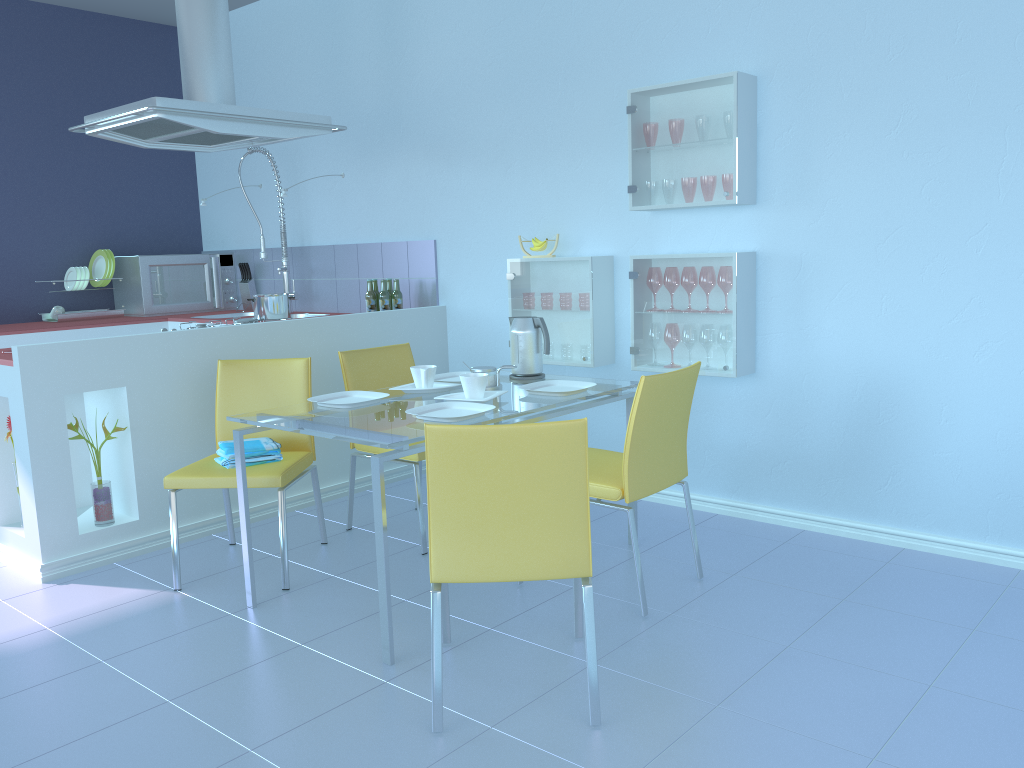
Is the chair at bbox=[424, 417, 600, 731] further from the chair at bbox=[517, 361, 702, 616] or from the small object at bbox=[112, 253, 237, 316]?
the small object at bbox=[112, 253, 237, 316]

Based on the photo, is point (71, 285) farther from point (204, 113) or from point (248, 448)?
point (248, 448)

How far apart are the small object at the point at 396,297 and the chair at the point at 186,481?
1.2m

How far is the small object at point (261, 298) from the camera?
3.8 meters

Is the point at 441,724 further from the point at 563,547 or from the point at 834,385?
the point at 834,385

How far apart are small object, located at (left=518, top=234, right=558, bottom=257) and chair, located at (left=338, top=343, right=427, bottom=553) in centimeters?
72cm

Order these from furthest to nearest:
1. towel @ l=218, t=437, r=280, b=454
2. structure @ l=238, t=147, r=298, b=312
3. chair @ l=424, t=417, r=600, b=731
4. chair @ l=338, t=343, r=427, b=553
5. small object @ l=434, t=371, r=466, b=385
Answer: structure @ l=238, t=147, r=298, b=312 → chair @ l=338, t=343, r=427, b=553 → small object @ l=434, t=371, r=466, b=385 → towel @ l=218, t=437, r=280, b=454 → chair @ l=424, t=417, r=600, b=731

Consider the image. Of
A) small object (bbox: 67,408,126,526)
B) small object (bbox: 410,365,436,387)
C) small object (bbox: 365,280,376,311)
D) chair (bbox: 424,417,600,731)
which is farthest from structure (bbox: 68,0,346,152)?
chair (bbox: 424,417,600,731)

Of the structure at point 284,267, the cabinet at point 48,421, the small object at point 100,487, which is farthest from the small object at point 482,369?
the structure at point 284,267

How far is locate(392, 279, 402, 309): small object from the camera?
4.3m
